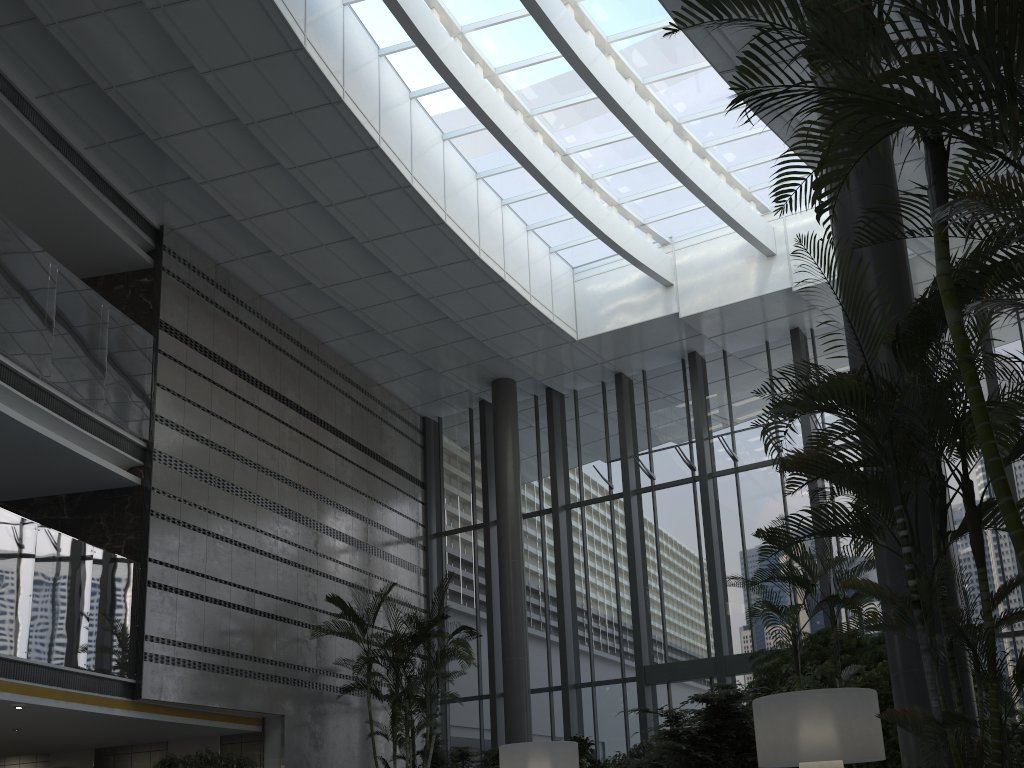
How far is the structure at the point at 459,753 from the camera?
11.4m

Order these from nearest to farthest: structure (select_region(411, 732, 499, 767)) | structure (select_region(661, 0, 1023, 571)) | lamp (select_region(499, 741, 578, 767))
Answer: structure (select_region(661, 0, 1023, 571)) → lamp (select_region(499, 741, 578, 767)) → structure (select_region(411, 732, 499, 767))

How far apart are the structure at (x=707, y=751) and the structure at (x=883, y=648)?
0.3m

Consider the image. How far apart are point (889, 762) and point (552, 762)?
3.1 meters

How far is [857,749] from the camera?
5.0 meters

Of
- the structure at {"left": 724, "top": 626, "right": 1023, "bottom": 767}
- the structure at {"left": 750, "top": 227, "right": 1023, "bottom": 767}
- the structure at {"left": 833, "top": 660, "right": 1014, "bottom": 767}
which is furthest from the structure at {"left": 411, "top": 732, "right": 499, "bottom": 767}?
the structure at {"left": 750, "top": 227, "right": 1023, "bottom": 767}

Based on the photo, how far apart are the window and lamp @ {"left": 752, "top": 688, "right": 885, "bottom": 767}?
7.3m

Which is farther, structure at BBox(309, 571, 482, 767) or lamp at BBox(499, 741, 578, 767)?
structure at BBox(309, 571, 482, 767)

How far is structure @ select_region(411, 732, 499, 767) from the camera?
11.4m

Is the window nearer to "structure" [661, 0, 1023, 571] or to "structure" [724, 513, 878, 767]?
"structure" [724, 513, 878, 767]
